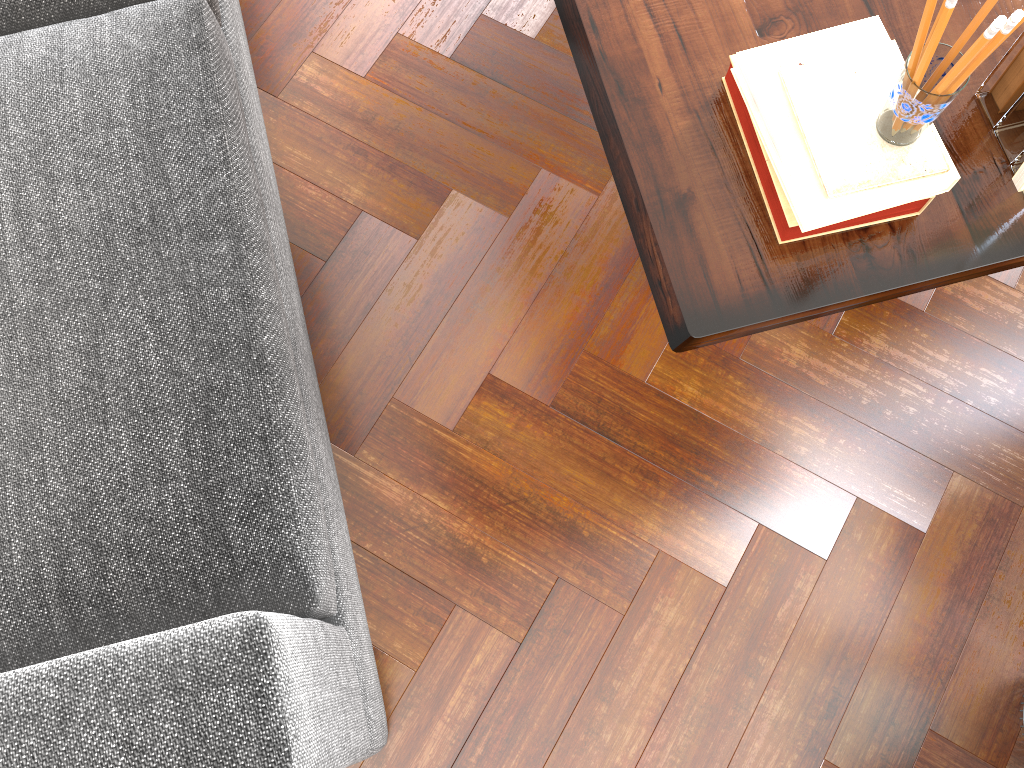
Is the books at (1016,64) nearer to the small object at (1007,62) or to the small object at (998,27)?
the small object at (1007,62)

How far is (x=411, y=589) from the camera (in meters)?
1.58

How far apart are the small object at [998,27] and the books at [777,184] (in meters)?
0.16

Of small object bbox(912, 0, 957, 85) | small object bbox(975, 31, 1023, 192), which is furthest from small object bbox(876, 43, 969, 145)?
small object bbox(975, 31, 1023, 192)

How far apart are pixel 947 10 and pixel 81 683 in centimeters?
103cm

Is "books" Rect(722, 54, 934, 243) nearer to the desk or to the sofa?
the desk

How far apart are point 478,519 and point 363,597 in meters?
0.2

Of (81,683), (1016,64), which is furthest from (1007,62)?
(81,683)

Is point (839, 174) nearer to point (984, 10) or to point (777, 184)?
point (777, 184)

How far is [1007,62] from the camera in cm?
96
